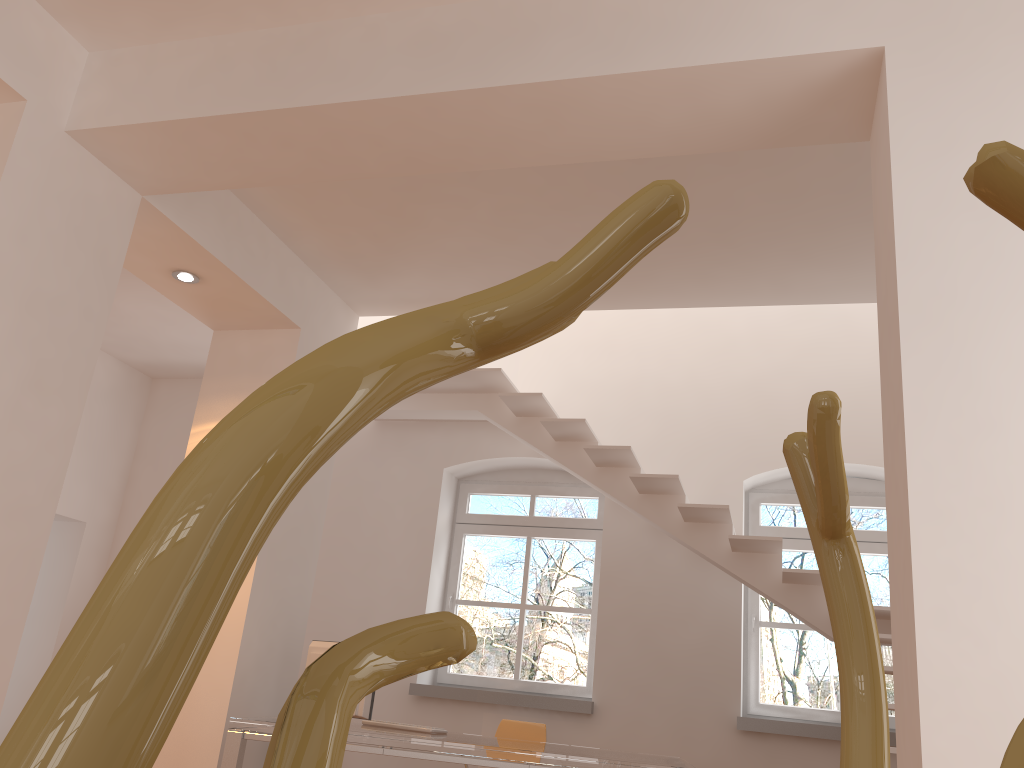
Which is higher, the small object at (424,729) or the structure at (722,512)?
the structure at (722,512)

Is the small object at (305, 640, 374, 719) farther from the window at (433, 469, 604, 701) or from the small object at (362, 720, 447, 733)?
the window at (433, 469, 604, 701)

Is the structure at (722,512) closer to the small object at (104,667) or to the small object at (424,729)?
the small object at (424,729)

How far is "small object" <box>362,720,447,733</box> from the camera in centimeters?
480cm

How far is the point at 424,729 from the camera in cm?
480

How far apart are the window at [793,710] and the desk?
1.65m

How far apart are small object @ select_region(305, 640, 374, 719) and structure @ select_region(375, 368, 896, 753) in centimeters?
189cm

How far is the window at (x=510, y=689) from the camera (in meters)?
6.60

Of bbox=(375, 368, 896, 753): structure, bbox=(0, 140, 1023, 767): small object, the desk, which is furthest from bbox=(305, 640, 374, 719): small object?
bbox=(0, 140, 1023, 767): small object

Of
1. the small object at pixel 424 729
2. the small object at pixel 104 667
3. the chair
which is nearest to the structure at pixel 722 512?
the chair
